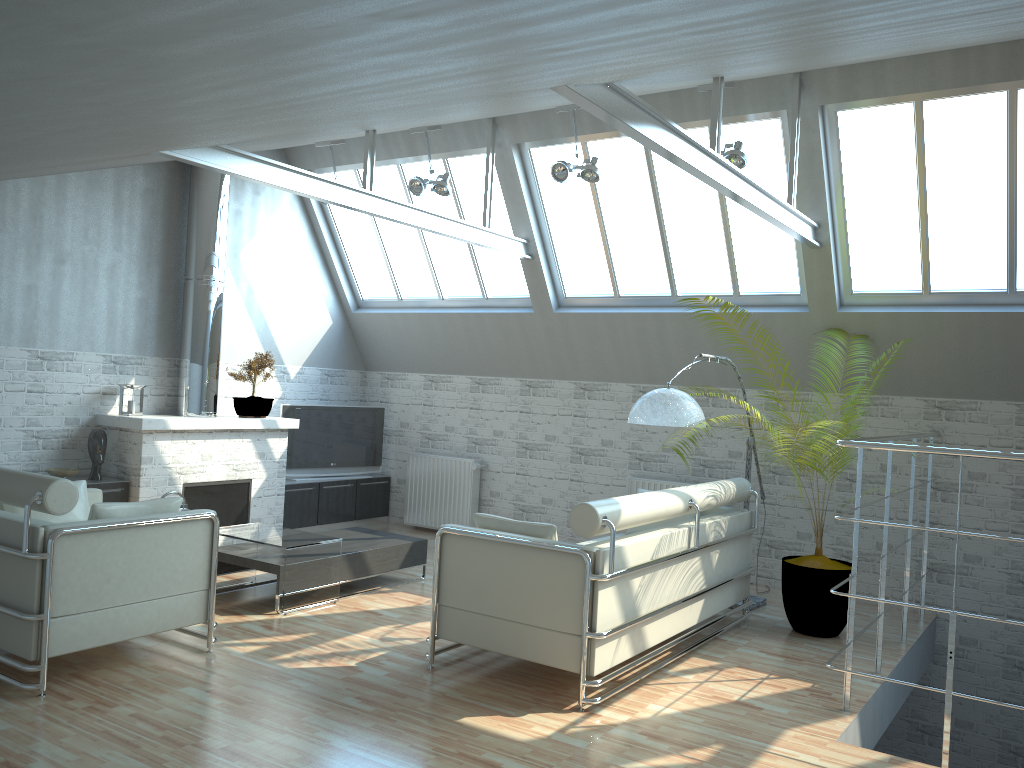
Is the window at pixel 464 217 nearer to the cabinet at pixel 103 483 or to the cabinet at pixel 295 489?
the cabinet at pixel 295 489

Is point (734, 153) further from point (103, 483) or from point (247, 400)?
point (103, 483)

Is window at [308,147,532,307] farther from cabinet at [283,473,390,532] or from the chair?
the chair

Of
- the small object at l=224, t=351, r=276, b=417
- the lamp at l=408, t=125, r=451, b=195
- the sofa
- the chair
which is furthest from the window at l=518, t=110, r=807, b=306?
the chair

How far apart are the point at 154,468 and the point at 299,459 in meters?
3.8

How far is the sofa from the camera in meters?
8.7 m

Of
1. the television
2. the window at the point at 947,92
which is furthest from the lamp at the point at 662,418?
the television

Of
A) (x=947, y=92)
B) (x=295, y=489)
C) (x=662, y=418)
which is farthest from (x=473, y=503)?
(x=947, y=92)

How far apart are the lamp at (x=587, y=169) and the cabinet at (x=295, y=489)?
7.89m

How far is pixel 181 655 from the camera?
9.6m
